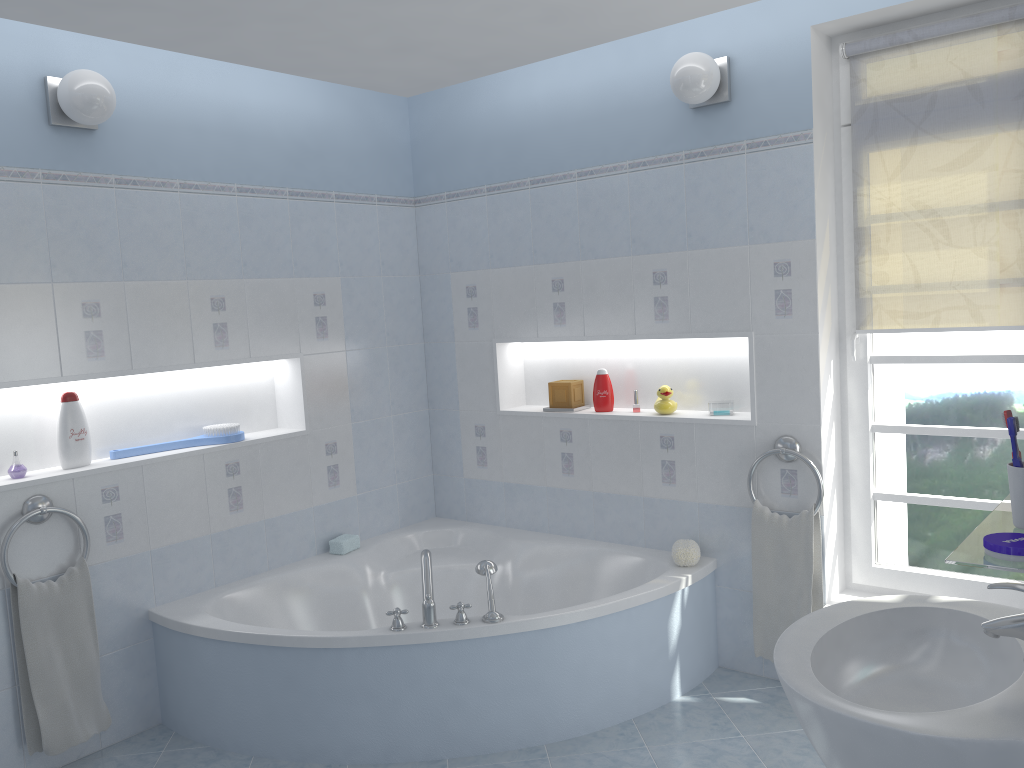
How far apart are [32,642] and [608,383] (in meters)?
2.37

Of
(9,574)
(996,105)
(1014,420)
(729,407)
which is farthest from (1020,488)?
(9,574)

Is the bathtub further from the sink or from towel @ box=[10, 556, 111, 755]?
the sink

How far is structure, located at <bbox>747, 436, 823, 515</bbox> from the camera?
3.2m

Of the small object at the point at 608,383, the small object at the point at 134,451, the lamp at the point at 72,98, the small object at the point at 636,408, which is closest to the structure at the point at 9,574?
the small object at the point at 134,451

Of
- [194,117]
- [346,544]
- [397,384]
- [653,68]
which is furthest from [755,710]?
[194,117]

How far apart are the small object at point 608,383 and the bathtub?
0.6m

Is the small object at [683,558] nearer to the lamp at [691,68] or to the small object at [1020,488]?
the lamp at [691,68]

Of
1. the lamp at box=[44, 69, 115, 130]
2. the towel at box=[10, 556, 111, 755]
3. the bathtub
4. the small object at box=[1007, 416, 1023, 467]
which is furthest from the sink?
the lamp at box=[44, 69, 115, 130]

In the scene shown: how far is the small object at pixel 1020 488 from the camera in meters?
1.4 m
